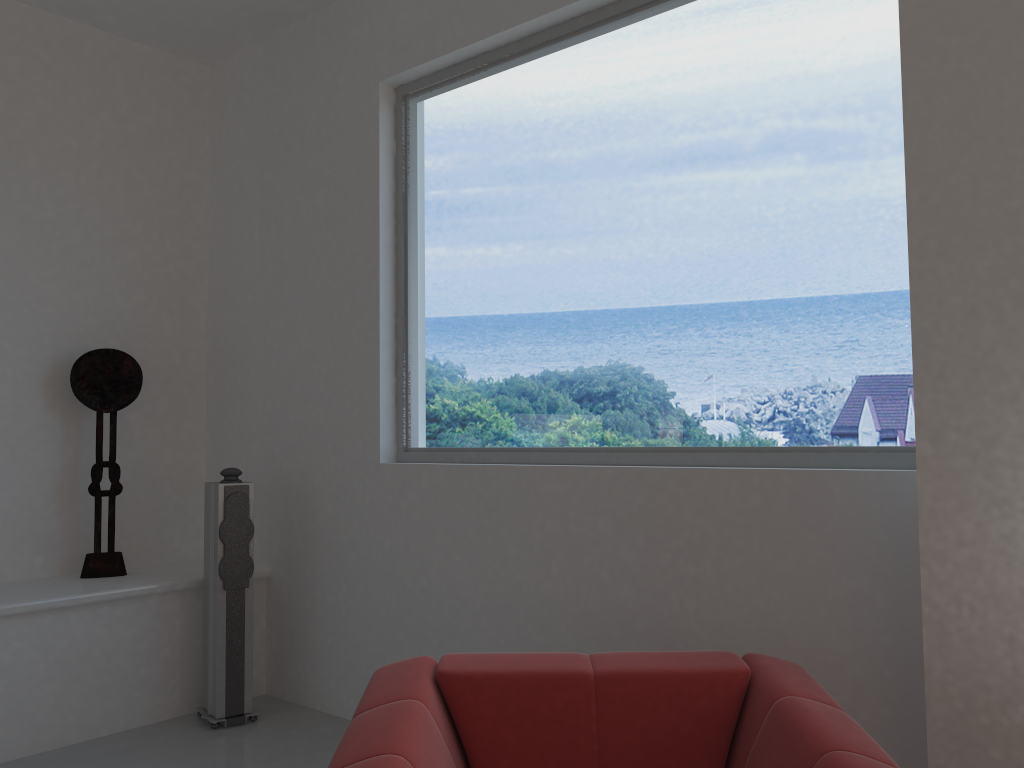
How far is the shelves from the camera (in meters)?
3.75

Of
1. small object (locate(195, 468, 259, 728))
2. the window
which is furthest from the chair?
small object (locate(195, 468, 259, 728))

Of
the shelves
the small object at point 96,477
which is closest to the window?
the shelves

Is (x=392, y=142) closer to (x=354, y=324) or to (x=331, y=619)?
(x=354, y=324)

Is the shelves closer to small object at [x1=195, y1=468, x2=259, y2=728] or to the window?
small object at [x1=195, y1=468, x2=259, y2=728]

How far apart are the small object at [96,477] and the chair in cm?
260

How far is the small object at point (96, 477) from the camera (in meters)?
4.35

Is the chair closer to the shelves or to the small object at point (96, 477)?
the shelves

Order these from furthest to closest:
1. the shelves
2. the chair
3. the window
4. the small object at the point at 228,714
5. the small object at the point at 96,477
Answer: the small object at the point at 96,477 < the small object at the point at 228,714 < the shelves < the window < the chair

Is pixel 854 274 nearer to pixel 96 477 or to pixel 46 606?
pixel 46 606
